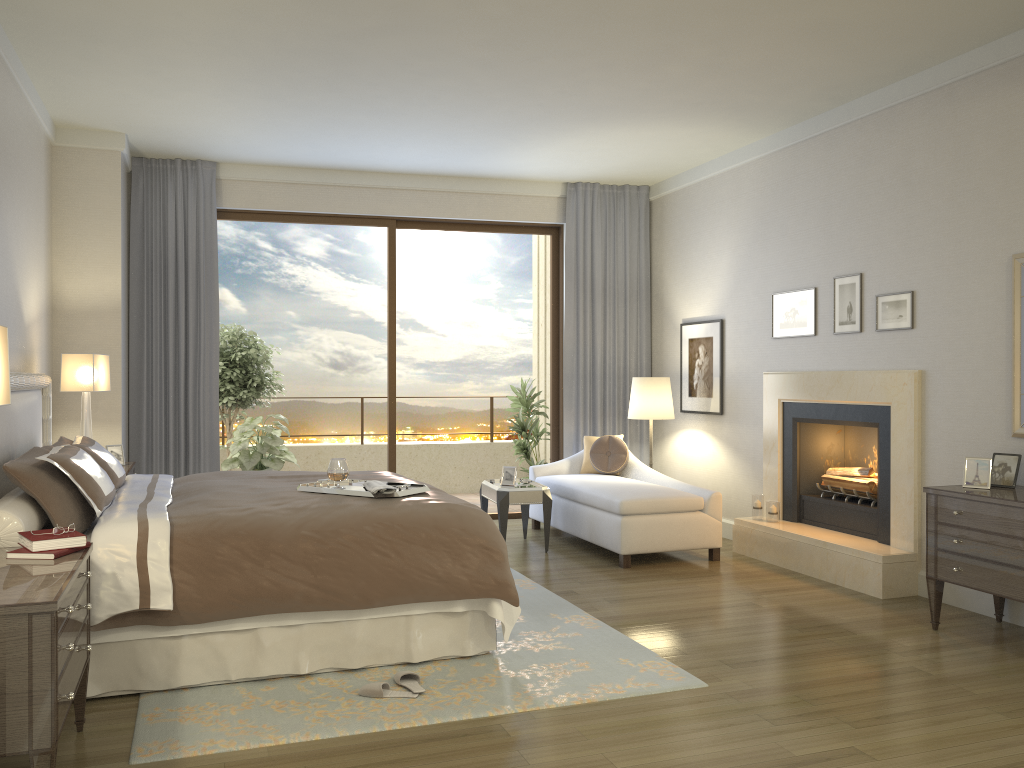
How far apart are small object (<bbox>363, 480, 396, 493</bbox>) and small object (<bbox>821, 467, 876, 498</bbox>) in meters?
3.3 m

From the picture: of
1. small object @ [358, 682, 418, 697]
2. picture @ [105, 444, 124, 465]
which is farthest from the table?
small object @ [358, 682, 418, 697]

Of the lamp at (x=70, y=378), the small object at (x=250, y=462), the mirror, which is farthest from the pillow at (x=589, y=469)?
the lamp at (x=70, y=378)

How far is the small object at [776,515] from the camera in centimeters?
636cm

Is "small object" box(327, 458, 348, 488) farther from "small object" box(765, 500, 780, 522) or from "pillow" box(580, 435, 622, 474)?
"pillow" box(580, 435, 622, 474)

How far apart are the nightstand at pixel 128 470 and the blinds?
1.06m

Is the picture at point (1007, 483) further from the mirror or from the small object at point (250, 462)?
the small object at point (250, 462)

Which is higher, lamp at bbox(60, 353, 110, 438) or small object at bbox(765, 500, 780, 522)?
lamp at bbox(60, 353, 110, 438)

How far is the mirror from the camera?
4.6 meters

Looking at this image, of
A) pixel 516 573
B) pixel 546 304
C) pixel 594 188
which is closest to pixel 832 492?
pixel 516 573
